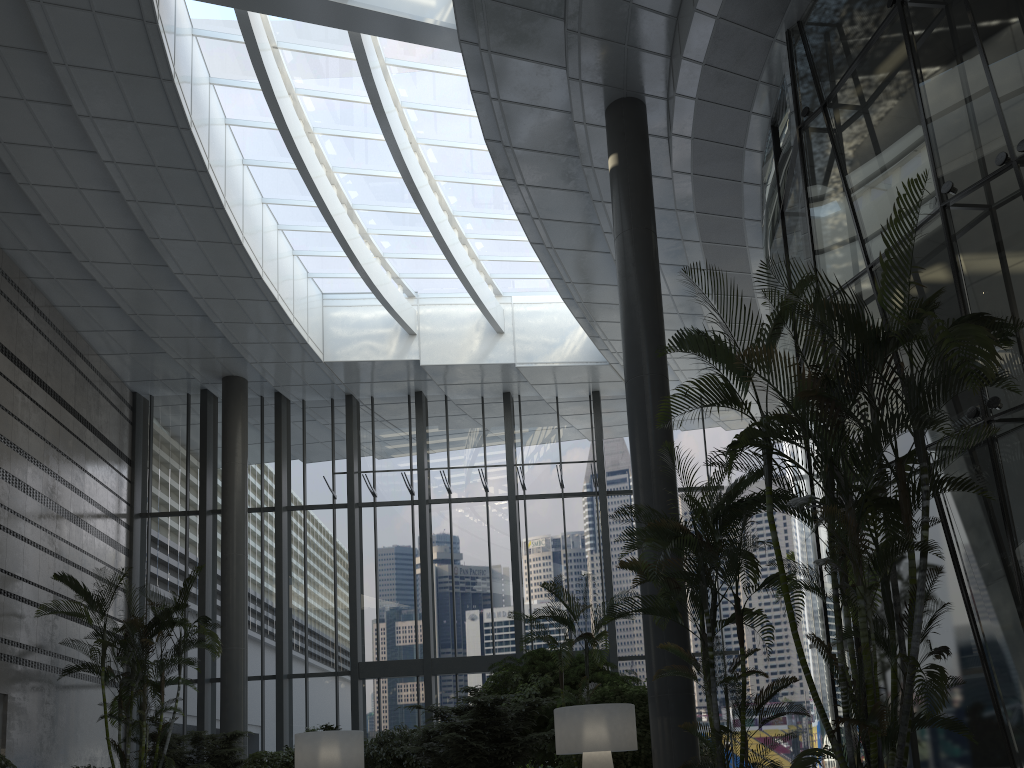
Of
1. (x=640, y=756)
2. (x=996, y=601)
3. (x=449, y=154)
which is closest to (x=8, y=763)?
(x=640, y=756)

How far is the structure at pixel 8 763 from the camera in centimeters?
978cm

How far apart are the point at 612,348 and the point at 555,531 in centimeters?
367cm

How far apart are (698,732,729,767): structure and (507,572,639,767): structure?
1.63m

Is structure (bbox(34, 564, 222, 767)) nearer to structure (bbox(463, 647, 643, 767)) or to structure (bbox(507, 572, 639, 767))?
structure (bbox(463, 647, 643, 767))

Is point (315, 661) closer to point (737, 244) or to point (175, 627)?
point (175, 627)

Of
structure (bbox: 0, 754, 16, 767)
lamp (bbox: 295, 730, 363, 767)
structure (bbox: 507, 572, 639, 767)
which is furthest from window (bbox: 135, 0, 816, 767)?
structure (bbox: 507, 572, 639, 767)

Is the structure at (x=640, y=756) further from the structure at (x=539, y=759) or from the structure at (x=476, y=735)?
the structure at (x=539, y=759)

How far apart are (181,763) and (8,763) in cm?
293

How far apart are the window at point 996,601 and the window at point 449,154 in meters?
4.8
